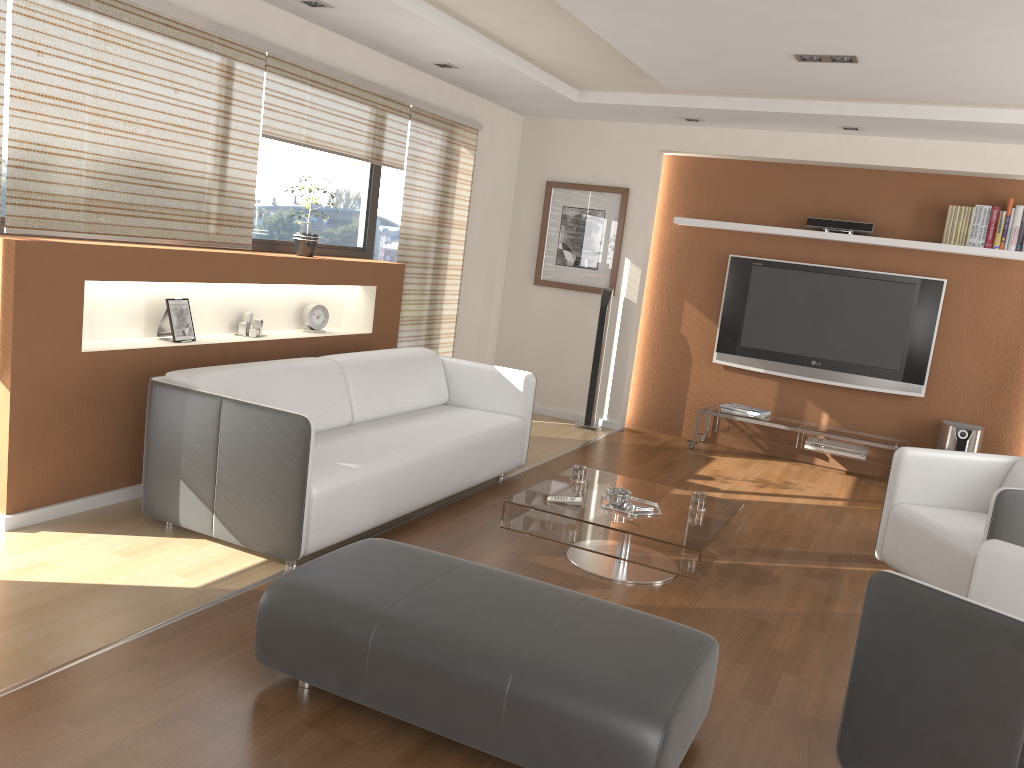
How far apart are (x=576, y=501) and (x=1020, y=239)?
4.2 meters

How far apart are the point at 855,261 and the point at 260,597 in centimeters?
528cm

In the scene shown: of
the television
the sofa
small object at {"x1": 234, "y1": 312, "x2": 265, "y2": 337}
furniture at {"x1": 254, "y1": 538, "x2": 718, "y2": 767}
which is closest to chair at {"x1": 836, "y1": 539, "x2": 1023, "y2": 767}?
furniture at {"x1": 254, "y1": 538, "x2": 718, "y2": 767}

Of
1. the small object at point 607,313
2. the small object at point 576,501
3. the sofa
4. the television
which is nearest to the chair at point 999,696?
the small object at point 576,501

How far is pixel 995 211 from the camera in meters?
6.2

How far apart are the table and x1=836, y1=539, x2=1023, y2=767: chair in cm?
99

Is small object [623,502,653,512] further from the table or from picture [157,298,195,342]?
picture [157,298,195,342]

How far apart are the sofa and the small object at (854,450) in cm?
245

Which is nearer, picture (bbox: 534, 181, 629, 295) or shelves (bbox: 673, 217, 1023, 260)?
shelves (bbox: 673, 217, 1023, 260)

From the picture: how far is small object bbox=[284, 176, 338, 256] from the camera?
5.3m
